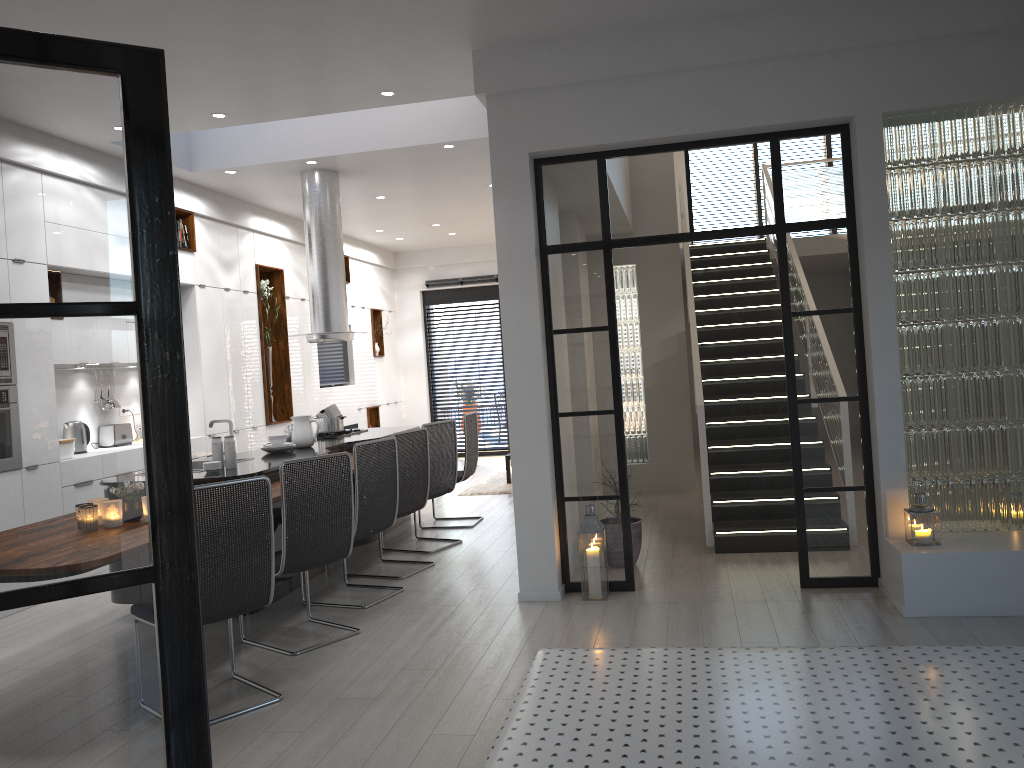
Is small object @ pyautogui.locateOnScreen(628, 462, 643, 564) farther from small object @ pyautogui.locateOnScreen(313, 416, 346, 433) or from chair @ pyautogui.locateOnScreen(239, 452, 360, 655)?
small object @ pyautogui.locateOnScreen(313, 416, 346, 433)

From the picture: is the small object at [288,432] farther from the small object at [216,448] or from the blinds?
the blinds

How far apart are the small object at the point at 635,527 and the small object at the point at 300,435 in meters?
2.6

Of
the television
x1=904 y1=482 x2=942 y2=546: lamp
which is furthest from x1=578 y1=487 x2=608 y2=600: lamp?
the television

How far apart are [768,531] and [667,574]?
0.9 meters

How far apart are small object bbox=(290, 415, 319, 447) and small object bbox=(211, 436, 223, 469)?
1.28m

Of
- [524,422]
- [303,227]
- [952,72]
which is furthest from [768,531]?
[303,227]

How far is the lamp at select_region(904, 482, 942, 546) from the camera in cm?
471

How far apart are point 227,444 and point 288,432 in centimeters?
164cm

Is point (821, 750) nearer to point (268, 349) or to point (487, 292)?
point (268, 349)
